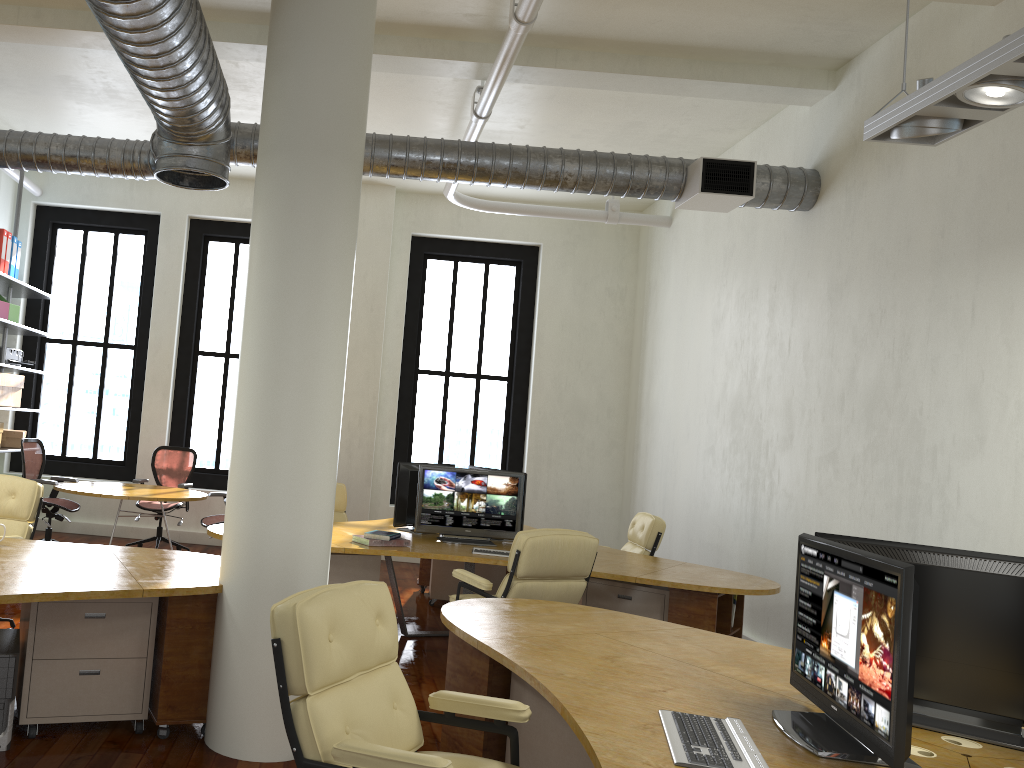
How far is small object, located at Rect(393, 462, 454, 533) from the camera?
6.9m

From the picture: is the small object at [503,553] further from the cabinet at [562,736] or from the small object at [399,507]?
the cabinet at [562,736]

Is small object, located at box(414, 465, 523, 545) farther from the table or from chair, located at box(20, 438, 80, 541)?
chair, located at box(20, 438, 80, 541)

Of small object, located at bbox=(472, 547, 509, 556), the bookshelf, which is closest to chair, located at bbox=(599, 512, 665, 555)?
small object, located at bbox=(472, 547, 509, 556)

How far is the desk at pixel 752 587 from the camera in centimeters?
554cm

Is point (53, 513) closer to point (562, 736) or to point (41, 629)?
point (41, 629)

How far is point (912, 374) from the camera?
5.33m

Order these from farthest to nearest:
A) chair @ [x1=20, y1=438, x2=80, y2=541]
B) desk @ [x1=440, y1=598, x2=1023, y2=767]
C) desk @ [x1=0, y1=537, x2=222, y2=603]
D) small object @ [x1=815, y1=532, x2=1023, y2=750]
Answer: chair @ [x1=20, y1=438, x2=80, y2=541], desk @ [x1=0, y1=537, x2=222, y2=603], small object @ [x1=815, y1=532, x2=1023, y2=750], desk @ [x1=440, y1=598, x2=1023, y2=767]

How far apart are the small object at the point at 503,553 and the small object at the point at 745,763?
3.46m

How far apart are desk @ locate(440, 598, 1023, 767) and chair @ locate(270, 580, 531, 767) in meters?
0.1 m
